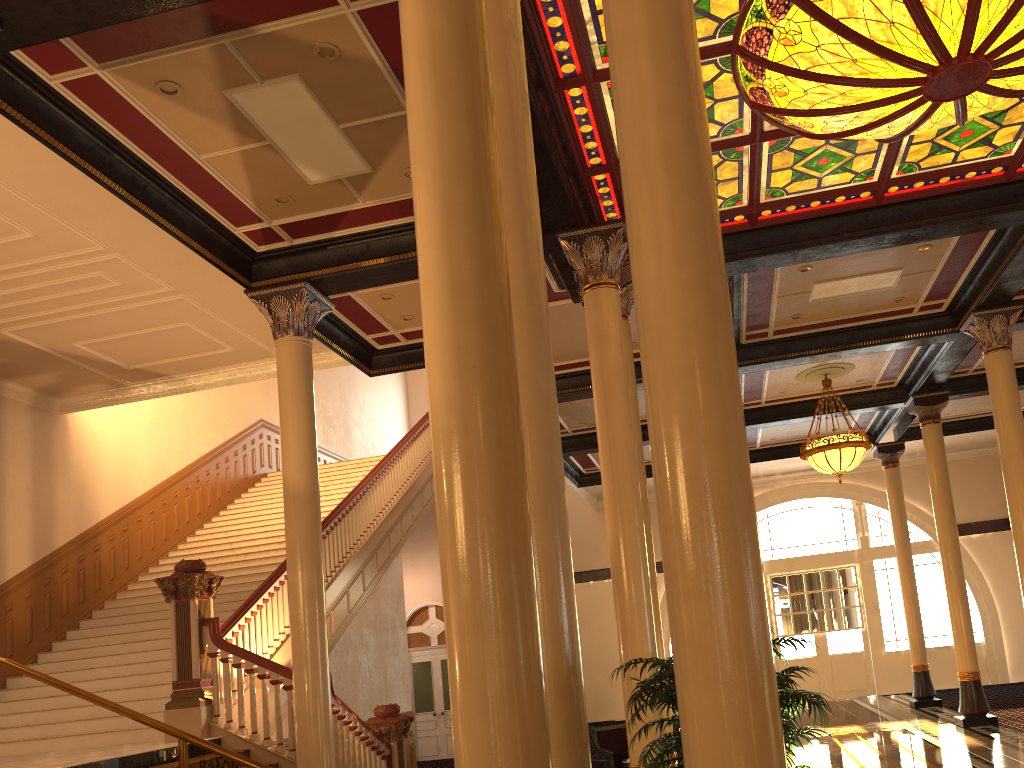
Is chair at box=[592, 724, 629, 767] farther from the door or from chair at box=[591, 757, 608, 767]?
the door

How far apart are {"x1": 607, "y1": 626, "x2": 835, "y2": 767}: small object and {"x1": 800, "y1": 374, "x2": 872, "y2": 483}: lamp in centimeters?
1062cm

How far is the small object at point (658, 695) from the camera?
3.29m

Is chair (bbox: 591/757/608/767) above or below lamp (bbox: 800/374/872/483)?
below

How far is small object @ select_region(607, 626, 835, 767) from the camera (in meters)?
3.29

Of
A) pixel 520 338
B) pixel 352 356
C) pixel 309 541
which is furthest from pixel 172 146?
pixel 520 338

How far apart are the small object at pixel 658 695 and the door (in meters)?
15.52

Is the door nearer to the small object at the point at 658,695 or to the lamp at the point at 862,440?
the lamp at the point at 862,440

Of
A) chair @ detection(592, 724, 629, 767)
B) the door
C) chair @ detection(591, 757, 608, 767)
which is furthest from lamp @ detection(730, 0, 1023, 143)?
the door

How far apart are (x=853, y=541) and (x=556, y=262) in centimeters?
1722cm
